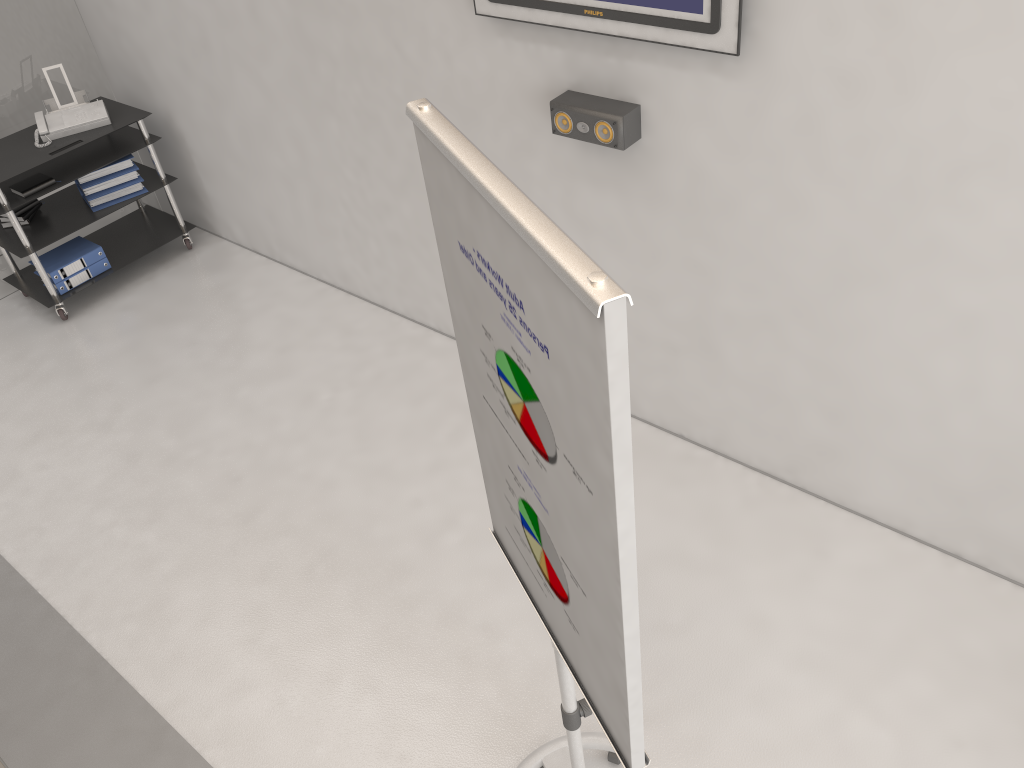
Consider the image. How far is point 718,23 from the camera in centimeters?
251cm

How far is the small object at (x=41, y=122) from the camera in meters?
4.8 m

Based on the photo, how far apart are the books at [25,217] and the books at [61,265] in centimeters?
24cm

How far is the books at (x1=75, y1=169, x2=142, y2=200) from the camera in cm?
497

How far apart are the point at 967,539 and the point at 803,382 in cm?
77

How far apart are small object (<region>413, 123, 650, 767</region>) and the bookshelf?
3.7 meters

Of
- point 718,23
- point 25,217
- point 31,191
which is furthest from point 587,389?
point 25,217

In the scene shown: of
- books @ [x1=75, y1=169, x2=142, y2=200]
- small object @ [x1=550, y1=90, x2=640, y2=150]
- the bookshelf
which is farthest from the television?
books @ [x1=75, y1=169, x2=142, y2=200]

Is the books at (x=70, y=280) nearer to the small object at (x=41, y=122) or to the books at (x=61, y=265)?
the books at (x=61, y=265)

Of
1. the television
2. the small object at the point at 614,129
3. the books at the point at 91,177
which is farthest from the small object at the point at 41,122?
the small object at the point at 614,129
